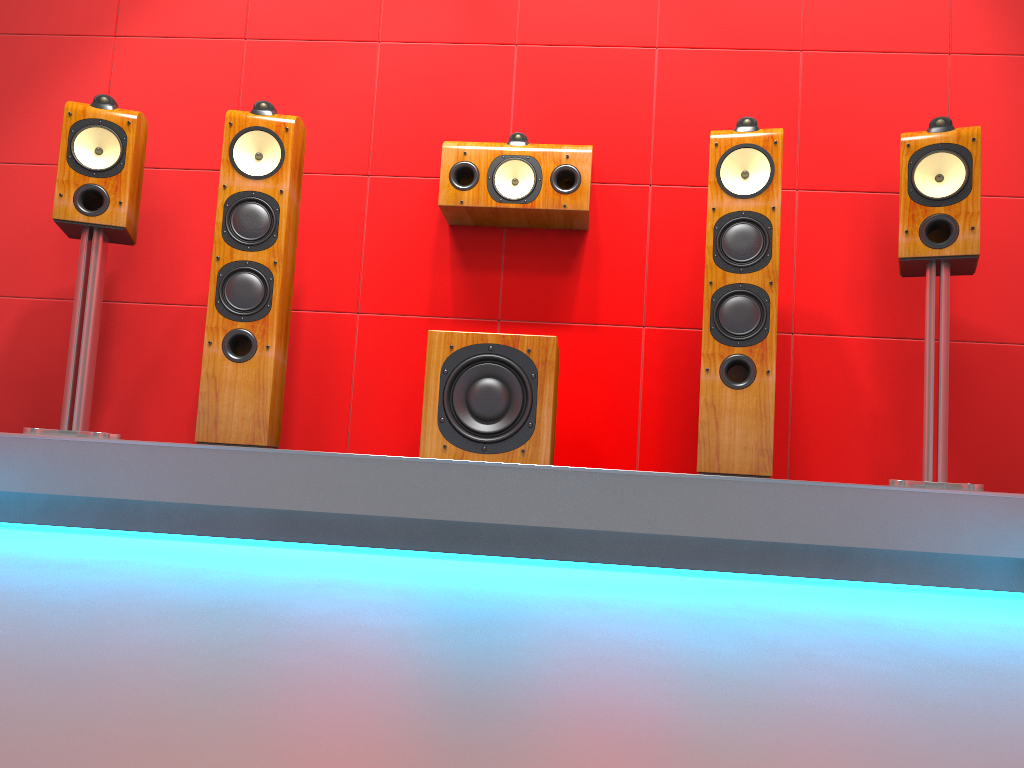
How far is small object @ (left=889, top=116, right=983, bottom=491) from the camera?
2.4 meters

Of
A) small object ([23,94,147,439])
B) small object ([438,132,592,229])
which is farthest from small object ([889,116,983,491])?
small object ([23,94,147,439])

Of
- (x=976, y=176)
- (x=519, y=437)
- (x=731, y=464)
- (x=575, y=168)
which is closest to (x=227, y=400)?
(x=519, y=437)

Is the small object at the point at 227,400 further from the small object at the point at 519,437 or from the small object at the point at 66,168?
the small object at the point at 519,437

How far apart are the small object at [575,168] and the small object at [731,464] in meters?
0.4 m

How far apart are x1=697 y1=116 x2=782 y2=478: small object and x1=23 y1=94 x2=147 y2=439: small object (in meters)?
1.74

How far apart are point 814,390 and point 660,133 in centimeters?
103cm

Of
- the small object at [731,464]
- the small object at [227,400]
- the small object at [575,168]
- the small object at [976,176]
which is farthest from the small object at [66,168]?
the small object at [976,176]

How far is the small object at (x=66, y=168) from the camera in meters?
2.6 m

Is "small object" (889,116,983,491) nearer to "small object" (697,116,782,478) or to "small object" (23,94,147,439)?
"small object" (697,116,782,478)
